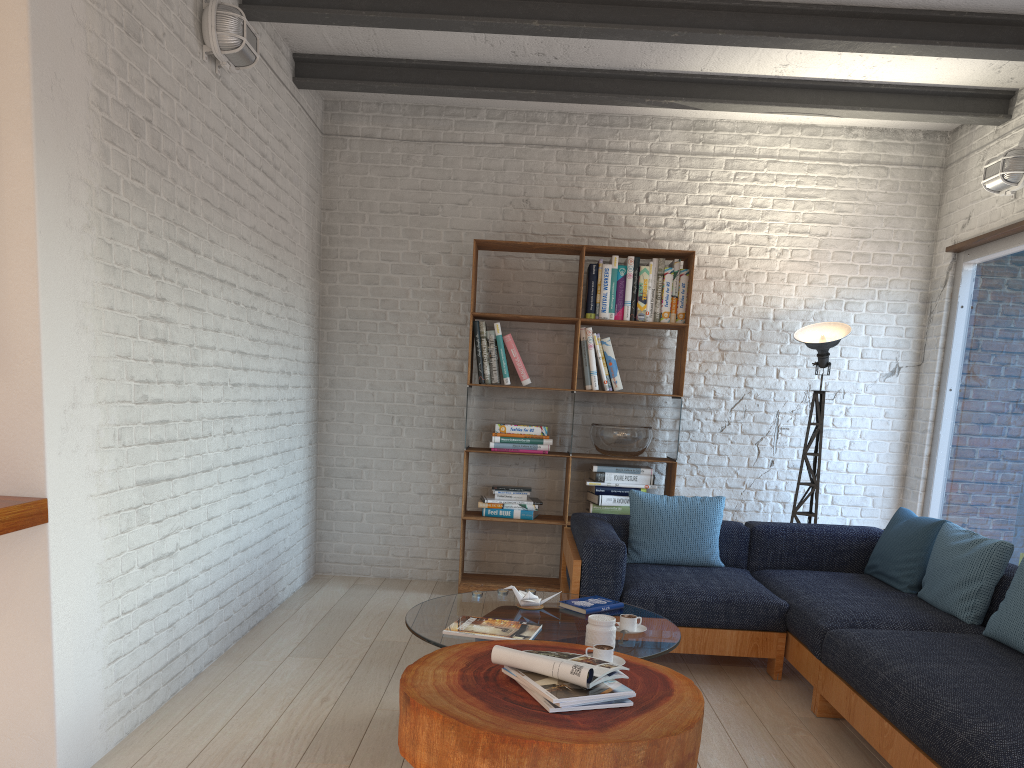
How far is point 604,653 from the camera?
2.67m

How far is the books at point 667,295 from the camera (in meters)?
5.46

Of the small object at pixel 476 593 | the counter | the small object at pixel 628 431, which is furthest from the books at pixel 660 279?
the counter

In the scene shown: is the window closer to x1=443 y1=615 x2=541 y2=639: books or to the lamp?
the lamp

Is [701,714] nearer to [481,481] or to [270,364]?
[270,364]

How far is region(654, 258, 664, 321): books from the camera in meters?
5.5

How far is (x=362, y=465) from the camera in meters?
5.8

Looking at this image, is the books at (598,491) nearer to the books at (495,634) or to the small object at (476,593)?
the small object at (476,593)

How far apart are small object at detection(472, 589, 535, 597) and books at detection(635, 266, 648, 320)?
2.3m

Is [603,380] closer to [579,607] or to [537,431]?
[537,431]
